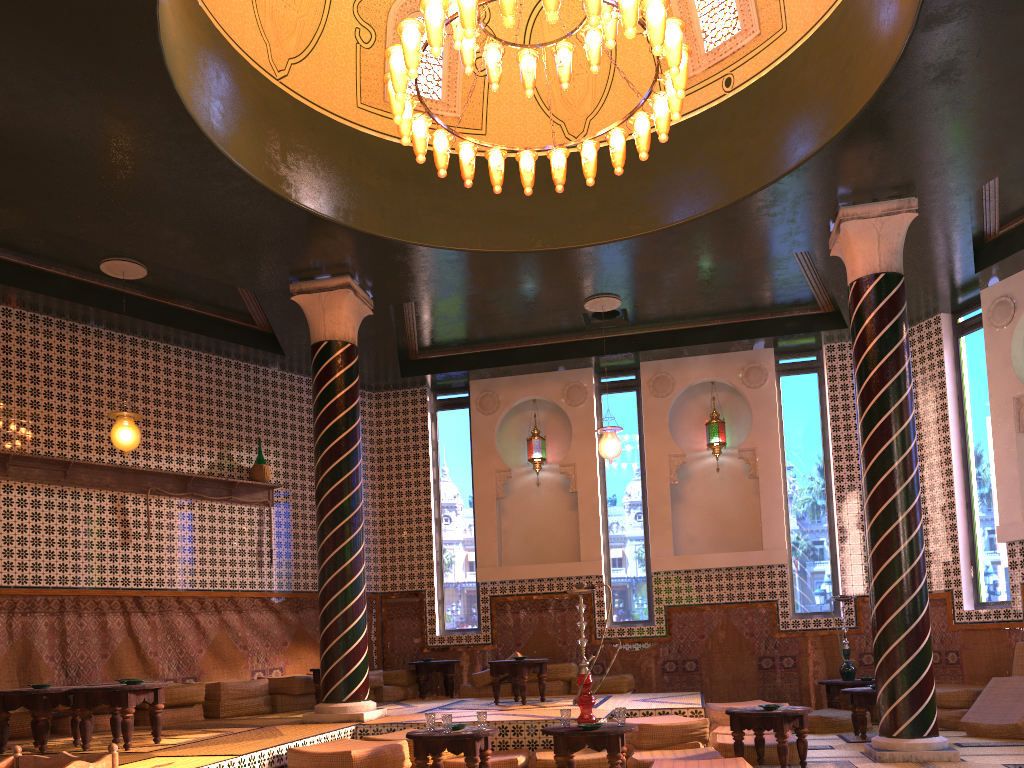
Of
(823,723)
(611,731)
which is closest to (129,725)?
(611,731)

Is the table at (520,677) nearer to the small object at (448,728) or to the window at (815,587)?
the small object at (448,728)

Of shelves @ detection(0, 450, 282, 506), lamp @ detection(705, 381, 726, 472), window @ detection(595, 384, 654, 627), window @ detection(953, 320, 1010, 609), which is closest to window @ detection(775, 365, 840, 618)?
lamp @ detection(705, 381, 726, 472)

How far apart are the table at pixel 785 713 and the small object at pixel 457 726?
2.6 meters

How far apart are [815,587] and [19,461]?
11.27m

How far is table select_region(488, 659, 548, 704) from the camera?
10.9m

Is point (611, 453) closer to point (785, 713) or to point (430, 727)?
point (785, 713)

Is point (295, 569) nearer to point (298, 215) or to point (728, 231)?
point (298, 215)

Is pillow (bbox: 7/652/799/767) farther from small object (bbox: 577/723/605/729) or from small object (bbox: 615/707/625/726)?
small object (bbox: 577/723/605/729)

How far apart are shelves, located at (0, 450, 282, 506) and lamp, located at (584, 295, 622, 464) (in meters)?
5.13
